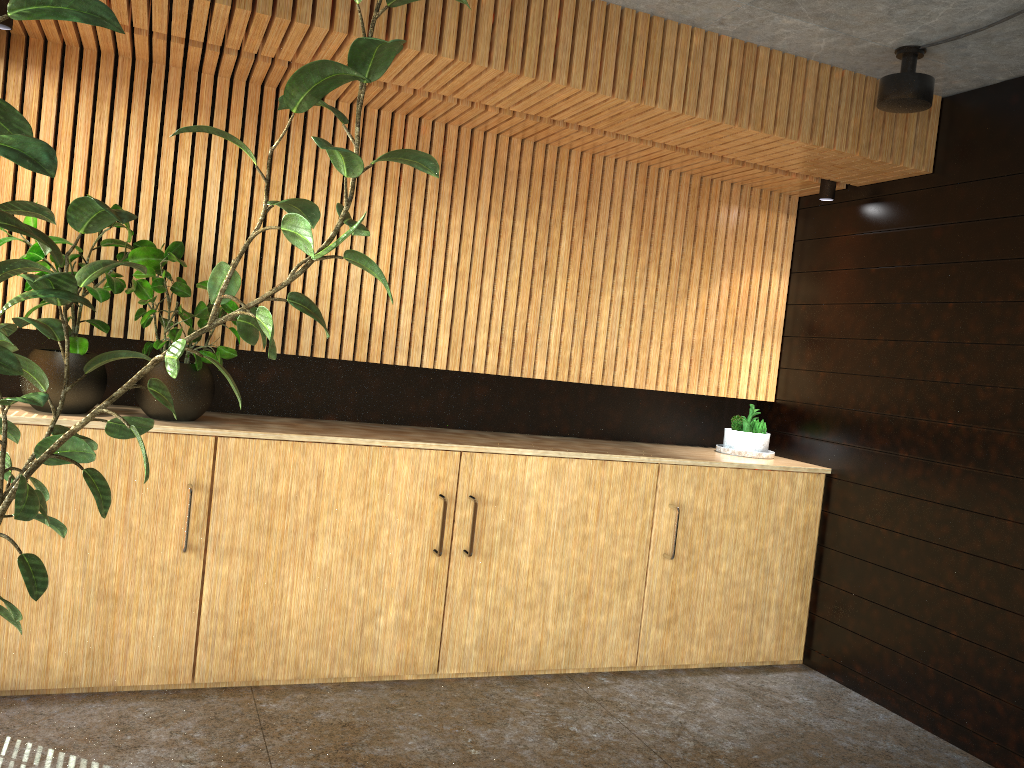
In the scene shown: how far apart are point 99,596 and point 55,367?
1.1 meters

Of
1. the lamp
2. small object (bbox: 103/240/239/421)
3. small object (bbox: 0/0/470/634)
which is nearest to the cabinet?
small object (bbox: 103/240/239/421)

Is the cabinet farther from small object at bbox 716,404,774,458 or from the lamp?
the lamp

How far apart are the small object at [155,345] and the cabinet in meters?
0.1

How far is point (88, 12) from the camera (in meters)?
1.71

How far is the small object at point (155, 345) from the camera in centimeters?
424cm

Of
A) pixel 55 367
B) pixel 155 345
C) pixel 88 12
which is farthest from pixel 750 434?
pixel 88 12

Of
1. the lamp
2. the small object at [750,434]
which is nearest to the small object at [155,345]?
the small object at [750,434]

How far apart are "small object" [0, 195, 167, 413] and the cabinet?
0.1 meters

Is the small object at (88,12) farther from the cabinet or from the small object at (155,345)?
the small object at (155,345)
